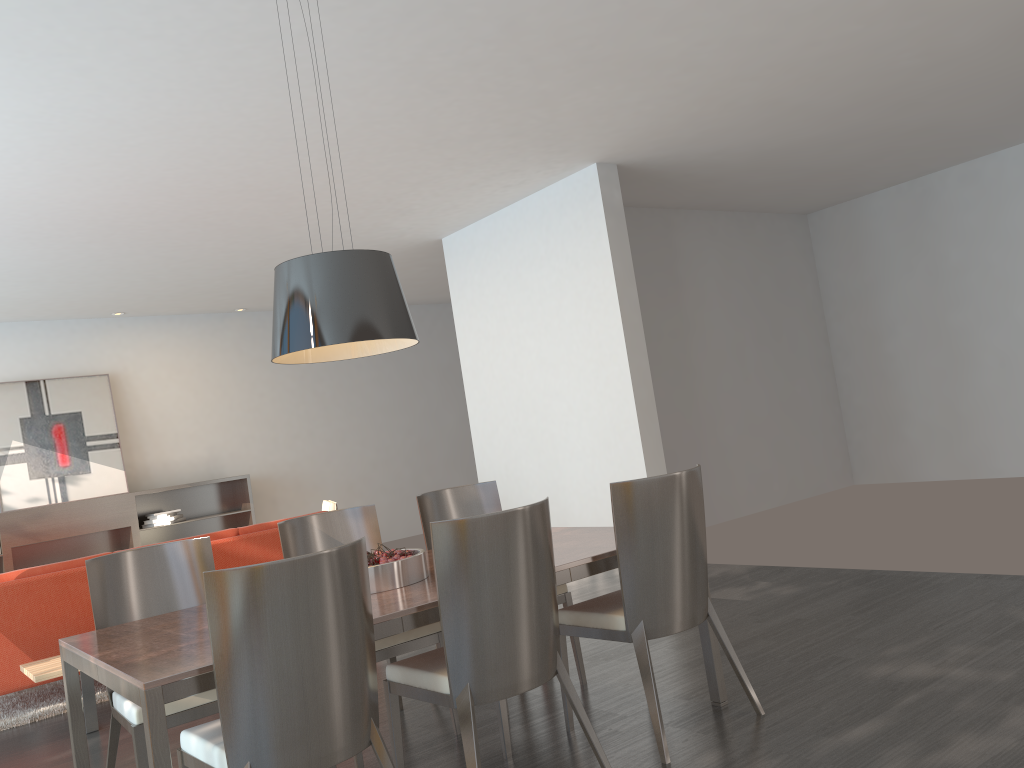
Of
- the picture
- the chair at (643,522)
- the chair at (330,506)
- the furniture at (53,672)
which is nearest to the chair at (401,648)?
the chair at (643,522)

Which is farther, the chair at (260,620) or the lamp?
the lamp

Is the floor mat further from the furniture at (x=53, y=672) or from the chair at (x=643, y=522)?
the chair at (x=643, y=522)

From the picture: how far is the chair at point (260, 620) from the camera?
2.3m

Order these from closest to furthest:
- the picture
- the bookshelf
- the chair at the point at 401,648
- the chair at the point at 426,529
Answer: the chair at the point at 401,648, the chair at the point at 426,529, the bookshelf, the picture

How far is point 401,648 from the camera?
3.6m

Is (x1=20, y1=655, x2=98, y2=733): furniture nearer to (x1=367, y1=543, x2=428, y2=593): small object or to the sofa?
the sofa

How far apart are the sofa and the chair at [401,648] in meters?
1.9 m

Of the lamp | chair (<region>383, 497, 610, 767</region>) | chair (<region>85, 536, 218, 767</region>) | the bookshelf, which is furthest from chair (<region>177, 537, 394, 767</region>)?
the bookshelf

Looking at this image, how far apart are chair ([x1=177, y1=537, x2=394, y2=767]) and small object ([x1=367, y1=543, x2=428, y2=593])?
0.6m
